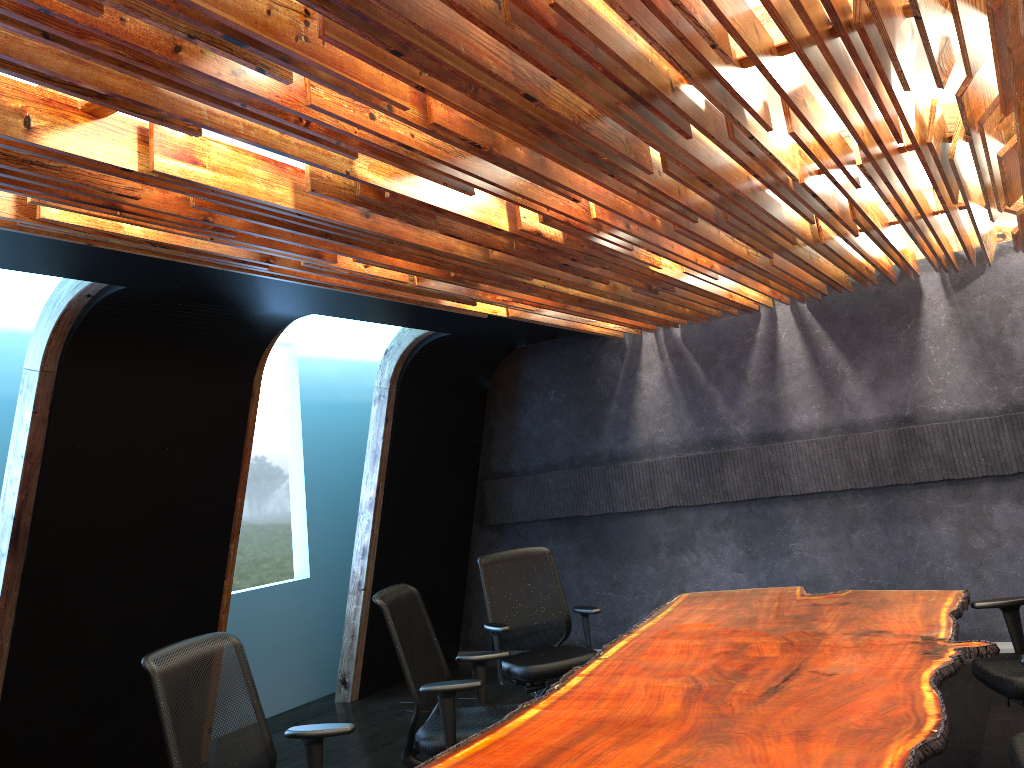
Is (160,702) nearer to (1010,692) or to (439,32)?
(439,32)

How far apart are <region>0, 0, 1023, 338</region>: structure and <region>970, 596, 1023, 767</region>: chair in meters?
2.0 m

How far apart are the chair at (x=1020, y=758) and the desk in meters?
0.3 m

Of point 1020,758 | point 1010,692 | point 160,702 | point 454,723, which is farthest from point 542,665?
point 1020,758

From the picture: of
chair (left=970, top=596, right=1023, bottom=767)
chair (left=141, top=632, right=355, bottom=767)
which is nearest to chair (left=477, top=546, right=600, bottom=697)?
chair (left=141, top=632, right=355, bottom=767)

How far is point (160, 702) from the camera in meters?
3.3 m

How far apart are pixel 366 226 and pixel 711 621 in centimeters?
291cm

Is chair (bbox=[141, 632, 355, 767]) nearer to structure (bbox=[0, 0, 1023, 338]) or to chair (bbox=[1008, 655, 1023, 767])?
structure (bbox=[0, 0, 1023, 338])

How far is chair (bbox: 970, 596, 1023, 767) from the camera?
4.04m

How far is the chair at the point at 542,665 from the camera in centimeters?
570cm
